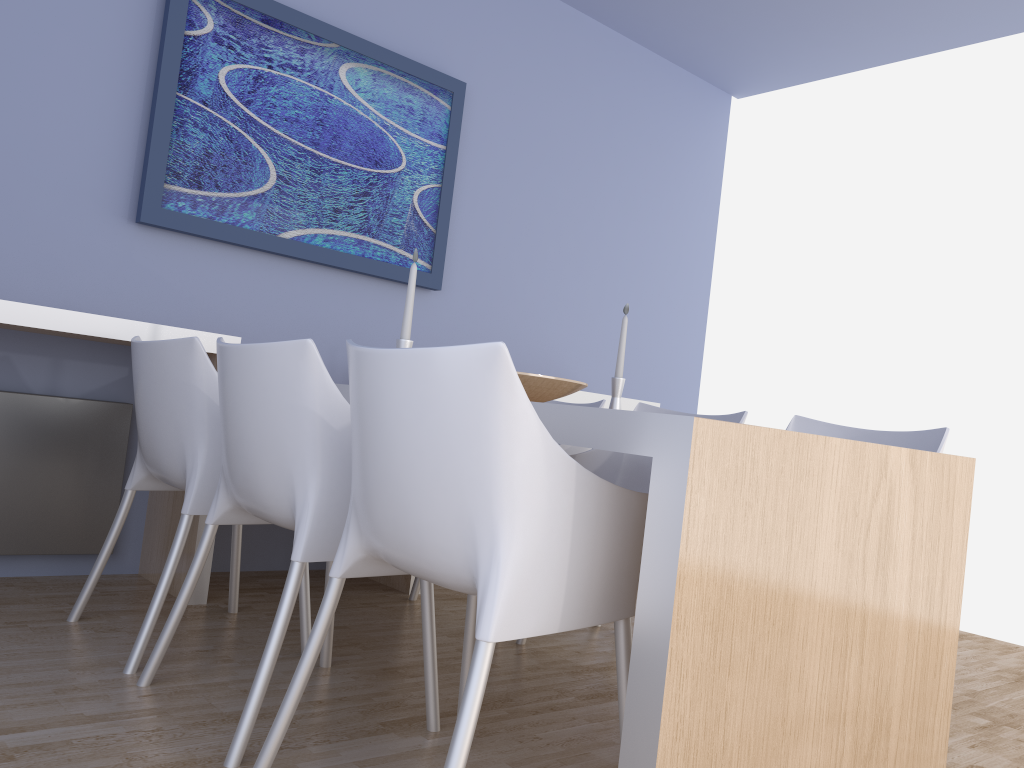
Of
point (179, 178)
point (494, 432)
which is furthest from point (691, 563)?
point (179, 178)

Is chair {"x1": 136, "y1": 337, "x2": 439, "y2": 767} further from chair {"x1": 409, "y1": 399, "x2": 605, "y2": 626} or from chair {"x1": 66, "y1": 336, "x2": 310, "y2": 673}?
chair {"x1": 409, "y1": 399, "x2": 605, "y2": 626}

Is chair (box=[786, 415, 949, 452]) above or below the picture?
below

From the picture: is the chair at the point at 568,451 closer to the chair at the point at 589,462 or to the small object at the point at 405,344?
the chair at the point at 589,462

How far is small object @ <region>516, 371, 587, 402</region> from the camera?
2.2m

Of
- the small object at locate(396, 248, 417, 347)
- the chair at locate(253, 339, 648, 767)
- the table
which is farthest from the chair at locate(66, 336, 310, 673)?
the chair at locate(253, 339, 648, 767)

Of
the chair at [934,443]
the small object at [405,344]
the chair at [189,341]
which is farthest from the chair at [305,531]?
the chair at [934,443]

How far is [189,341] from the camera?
2.14m

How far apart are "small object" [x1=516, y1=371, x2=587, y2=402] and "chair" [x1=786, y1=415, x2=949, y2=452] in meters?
0.7

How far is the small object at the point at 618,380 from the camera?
2.60m
